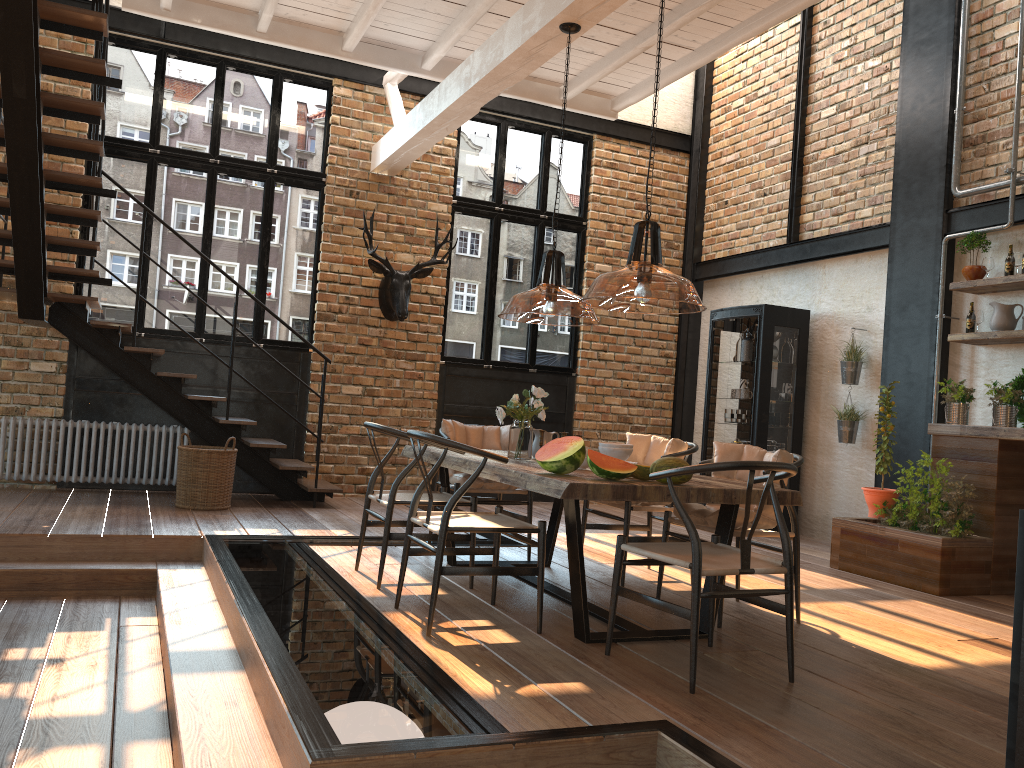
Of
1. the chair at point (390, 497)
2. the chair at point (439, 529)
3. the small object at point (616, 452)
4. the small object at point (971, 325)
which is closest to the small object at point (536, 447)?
the chair at point (390, 497)

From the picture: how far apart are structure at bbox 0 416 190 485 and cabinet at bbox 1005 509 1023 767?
7.3m

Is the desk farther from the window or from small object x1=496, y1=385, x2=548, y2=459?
the window

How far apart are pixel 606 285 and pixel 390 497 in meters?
2.1 m

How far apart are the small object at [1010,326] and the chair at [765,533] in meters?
2.7

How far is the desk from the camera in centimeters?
568cm

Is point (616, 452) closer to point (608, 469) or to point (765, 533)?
point (608, 469)

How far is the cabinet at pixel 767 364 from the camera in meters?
8.2

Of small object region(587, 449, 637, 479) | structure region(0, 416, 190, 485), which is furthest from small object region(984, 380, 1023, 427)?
structure region(0, 416, 190, 485)

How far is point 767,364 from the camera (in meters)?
8.17
